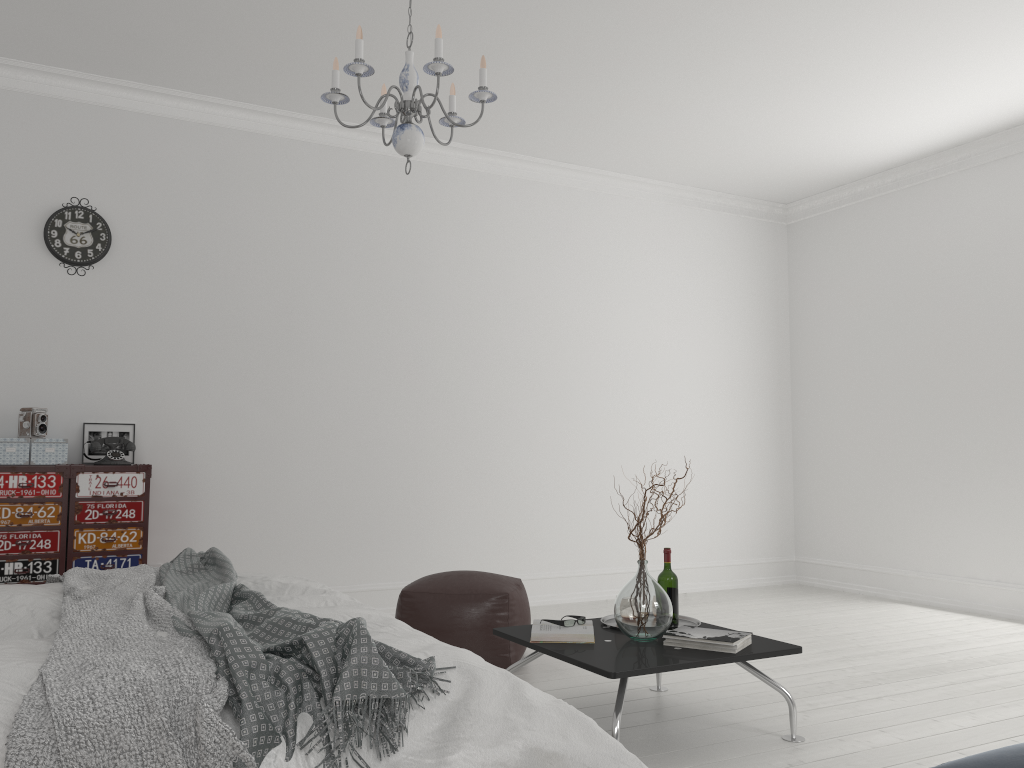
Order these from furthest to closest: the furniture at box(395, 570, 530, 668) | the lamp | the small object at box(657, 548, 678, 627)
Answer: the furniture at box(395, 570, 530, 668) < the small object at box(657, 548, 678, 627) < the lamp

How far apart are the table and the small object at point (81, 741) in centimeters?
124cm

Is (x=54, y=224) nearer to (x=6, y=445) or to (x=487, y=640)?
(x=6, y=445)

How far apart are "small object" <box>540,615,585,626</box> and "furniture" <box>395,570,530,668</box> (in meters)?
0.77

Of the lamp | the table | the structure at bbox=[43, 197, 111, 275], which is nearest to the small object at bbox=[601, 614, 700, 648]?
the table

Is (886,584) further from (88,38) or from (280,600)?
(88,38)

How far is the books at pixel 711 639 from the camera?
3.0m

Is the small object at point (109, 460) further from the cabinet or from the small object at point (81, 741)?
the small object at point (81, 741)

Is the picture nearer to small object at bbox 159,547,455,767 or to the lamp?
small object at bbox 159,547,455,767

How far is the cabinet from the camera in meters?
4.3 m
